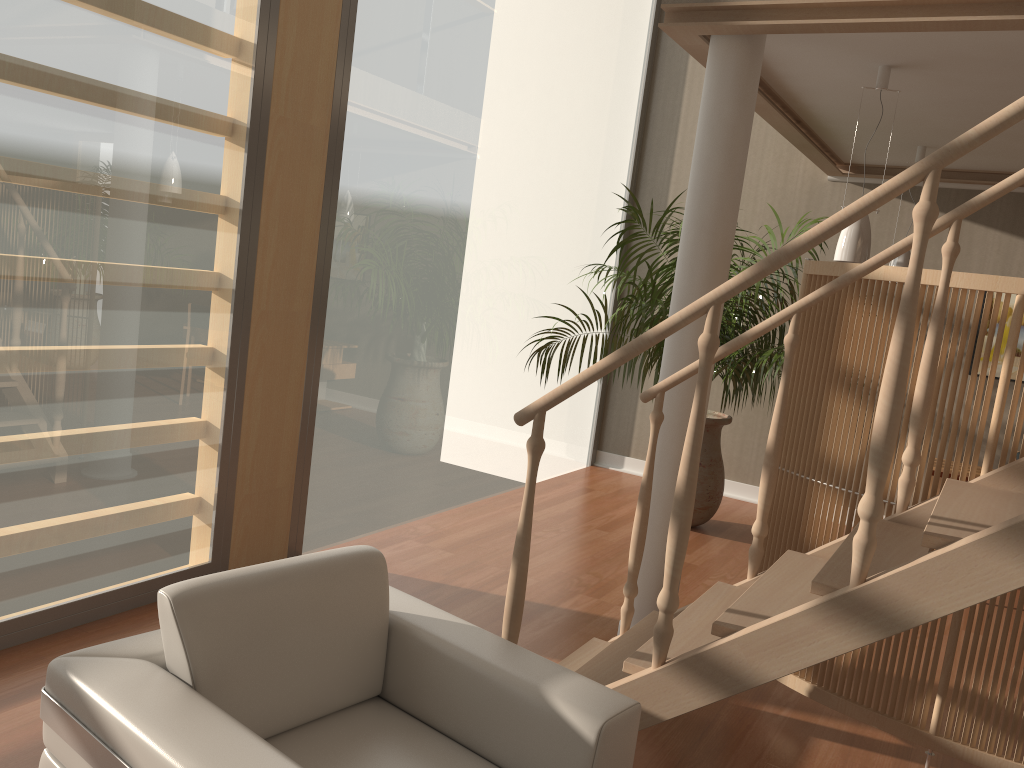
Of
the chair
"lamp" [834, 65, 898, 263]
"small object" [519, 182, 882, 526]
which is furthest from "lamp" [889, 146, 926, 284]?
the chair

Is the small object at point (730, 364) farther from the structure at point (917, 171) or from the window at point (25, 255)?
the window at point (25, 255)

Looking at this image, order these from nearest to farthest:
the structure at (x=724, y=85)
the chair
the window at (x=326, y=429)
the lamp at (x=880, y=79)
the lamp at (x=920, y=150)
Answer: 1. the chair
2. the structure at (x=724, y=85)
3. the lamp at (x=880, y=79)
4. the window at (x=326, y=429)
5. the lamp at (x=920, y=150)

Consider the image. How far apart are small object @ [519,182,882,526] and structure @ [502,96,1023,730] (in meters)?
1.62

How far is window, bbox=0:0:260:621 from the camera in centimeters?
280cm

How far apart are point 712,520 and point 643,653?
→ 3.7 meters

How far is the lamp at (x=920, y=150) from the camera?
5.1 meters

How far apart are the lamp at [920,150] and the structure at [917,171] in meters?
2.7 m

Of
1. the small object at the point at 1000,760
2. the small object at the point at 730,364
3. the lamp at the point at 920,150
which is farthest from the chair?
the lamp at the point at 920,150

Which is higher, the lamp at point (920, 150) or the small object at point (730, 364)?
the lamp at point (920, 150)
